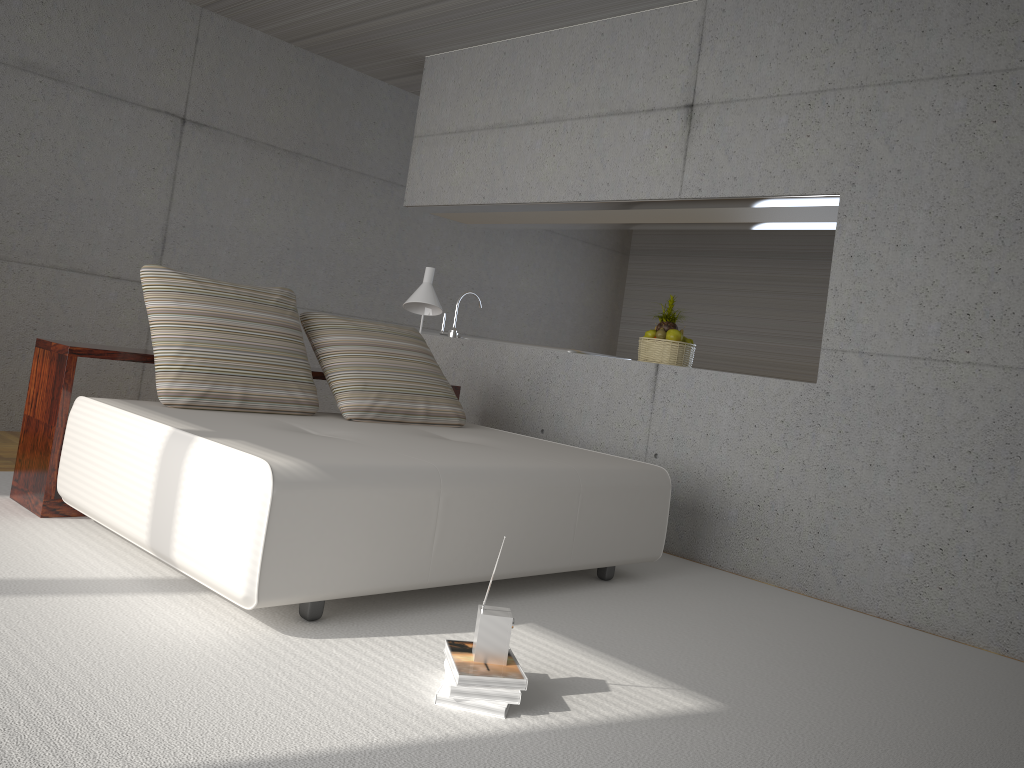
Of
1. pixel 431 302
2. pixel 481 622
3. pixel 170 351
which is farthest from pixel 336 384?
pixel 481 622

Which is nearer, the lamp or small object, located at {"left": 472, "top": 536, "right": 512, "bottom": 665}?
small object, located at {"left": 472, "top": 536, "right": 512, "bottom": 665}

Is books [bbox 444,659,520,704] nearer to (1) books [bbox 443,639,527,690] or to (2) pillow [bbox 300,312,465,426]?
(1) books [bbox 443,639,527,690]

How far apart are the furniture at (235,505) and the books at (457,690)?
0.58m

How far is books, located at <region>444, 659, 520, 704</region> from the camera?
2.36m

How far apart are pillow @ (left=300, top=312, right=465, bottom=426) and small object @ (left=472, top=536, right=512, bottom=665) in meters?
1.9 m

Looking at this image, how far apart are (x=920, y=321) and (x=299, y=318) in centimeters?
480cm

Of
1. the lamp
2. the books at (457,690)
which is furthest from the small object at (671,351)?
the books at (457,690)

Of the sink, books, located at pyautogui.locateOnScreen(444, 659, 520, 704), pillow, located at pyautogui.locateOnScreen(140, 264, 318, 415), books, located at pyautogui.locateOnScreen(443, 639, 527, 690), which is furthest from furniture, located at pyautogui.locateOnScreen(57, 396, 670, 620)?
the sink

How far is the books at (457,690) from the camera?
2.4m
